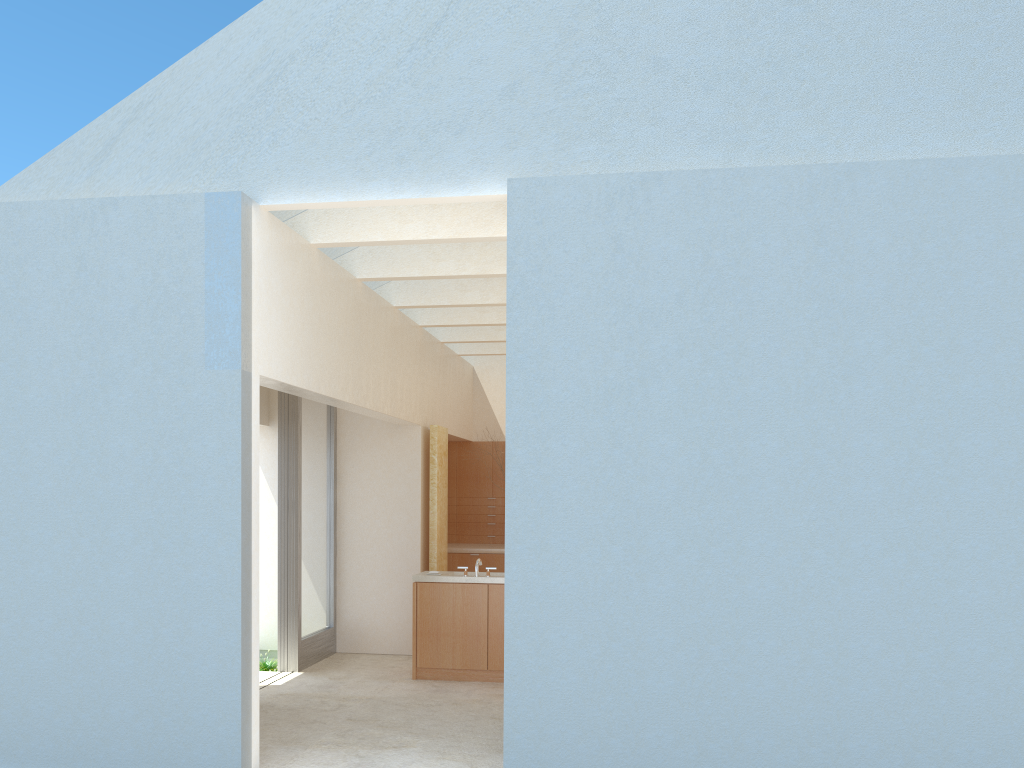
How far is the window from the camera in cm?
1940

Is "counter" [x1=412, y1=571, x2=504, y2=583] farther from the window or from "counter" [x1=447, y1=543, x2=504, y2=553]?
"counter" [x1=447, y1=543, x2=504, y2=553]

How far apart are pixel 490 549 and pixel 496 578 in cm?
694

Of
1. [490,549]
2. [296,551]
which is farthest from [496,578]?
[490,549]

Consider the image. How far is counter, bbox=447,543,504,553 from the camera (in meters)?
25.30

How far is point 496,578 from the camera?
18.4m

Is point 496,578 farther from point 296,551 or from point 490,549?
point 490,549

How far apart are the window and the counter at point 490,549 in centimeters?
471cm

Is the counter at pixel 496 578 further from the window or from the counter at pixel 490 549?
the counter at pixel 490 549

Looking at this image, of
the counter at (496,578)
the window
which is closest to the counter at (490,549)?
the window
